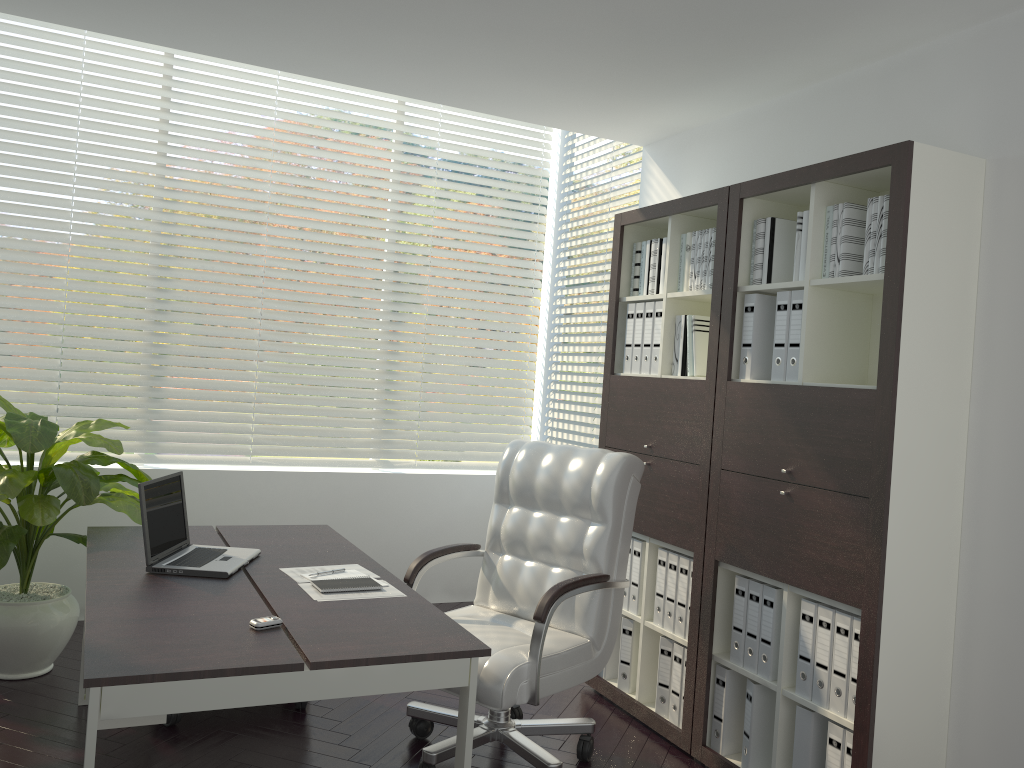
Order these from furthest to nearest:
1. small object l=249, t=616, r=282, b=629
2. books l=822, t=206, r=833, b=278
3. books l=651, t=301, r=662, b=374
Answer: books l=651, t=301, r=662, b=374 < books l=822, t=206, r=833, b=278 < small object l=249, t=616, r=282, b=629

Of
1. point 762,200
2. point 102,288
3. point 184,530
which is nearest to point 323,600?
point 184,530

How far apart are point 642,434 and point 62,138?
11.2 meters

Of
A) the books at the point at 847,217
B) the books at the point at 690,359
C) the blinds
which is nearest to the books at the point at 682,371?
the books at the point at 690,359

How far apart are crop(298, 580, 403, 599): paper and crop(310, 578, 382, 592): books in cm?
2

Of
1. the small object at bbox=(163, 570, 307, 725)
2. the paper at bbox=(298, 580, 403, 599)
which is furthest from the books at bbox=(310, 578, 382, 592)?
the small object at bbox=(163, 570, 307, 725)

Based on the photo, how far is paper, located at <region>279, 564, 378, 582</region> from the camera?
2.98m

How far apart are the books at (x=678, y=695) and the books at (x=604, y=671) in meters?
0.5

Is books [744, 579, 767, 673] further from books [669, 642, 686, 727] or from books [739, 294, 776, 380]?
books [739, 294, 776, 380]

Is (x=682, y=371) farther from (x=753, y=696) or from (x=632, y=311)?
(x=753, y=696)
